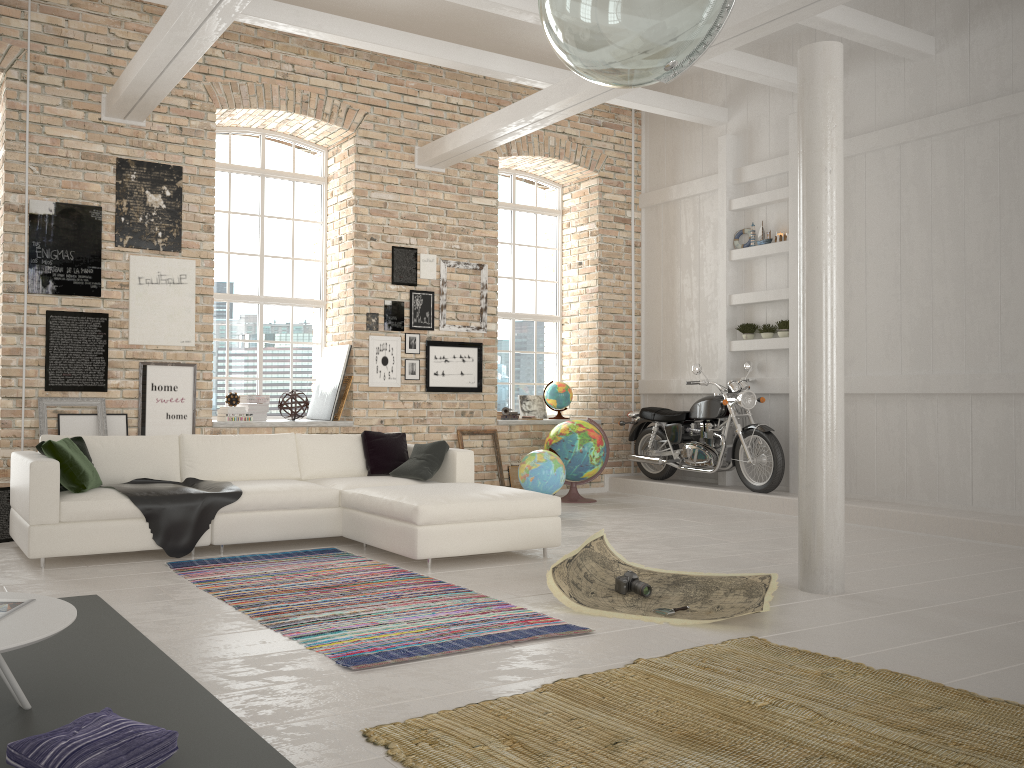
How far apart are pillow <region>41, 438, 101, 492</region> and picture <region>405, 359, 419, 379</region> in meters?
3.9

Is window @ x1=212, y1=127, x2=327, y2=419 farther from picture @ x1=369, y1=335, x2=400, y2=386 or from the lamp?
the lamp

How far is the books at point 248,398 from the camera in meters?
8.6

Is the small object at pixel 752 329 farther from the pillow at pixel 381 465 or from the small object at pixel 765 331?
the pillow at pixel 381 465

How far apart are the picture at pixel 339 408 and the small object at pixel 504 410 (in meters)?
1.99

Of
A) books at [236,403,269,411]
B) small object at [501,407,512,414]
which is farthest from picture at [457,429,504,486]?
books at [236,403,269,411]

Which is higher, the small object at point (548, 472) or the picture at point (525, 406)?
the picture at point (525, 406)

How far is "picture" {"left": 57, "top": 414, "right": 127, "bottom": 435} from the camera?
7.4 meters

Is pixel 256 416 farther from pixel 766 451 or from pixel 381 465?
pixel 766 451

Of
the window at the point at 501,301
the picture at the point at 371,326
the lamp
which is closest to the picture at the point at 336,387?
the picture at the point at 371,326
